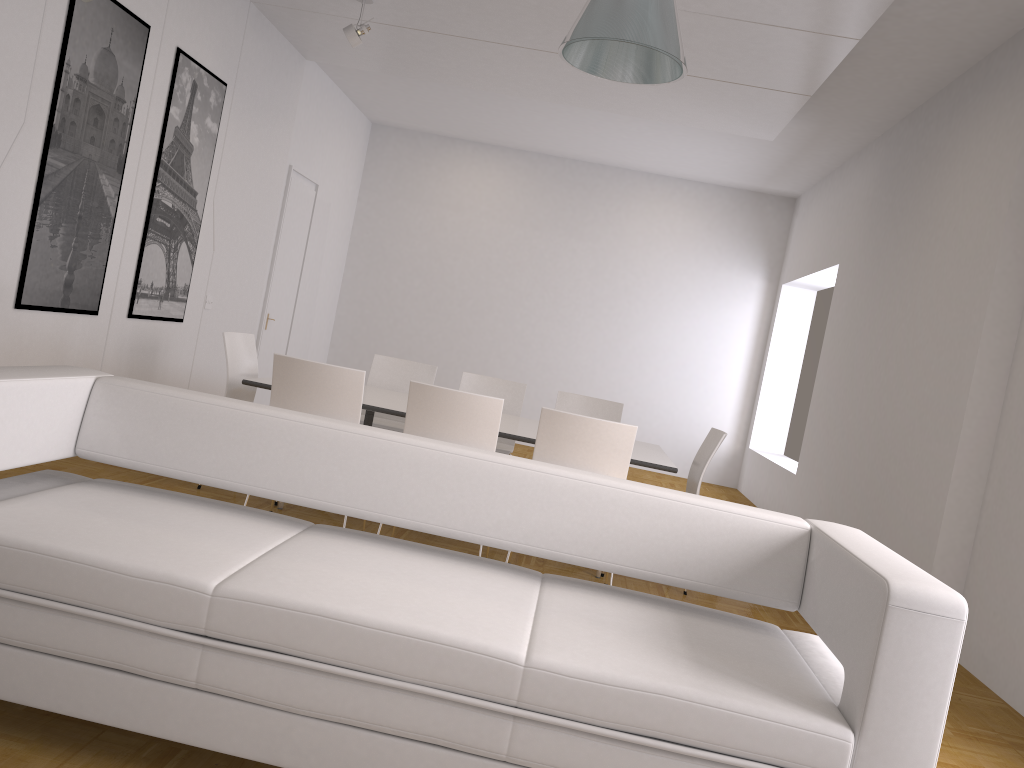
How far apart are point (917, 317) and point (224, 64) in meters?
5.1 m

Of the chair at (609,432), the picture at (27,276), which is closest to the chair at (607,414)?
the chair at (609,432)

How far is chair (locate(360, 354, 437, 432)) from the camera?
6.4 meters

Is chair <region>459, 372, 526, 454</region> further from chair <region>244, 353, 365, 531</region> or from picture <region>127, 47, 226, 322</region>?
picture <region>127, 47, 226, 322</region>

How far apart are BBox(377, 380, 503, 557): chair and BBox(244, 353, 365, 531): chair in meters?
0.3 m

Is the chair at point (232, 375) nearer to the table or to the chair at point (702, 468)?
the table

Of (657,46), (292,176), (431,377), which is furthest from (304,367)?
(292,176)

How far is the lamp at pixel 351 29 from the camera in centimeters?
594cm

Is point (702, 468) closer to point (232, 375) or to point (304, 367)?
point (304, 367)

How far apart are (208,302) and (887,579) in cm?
595
